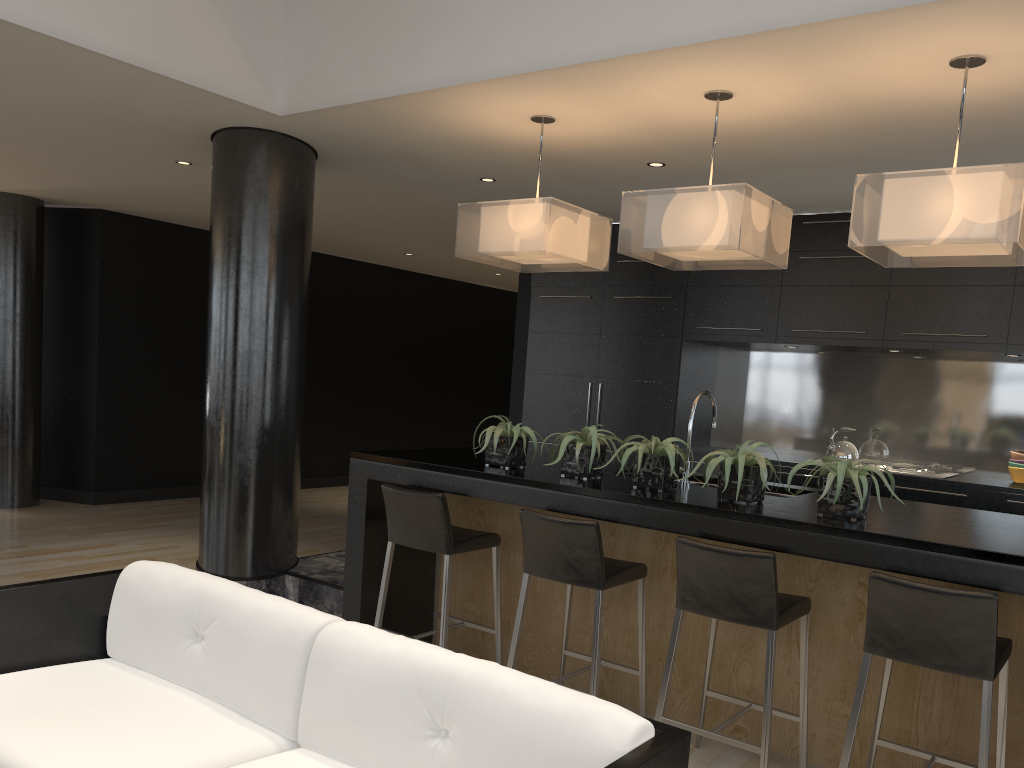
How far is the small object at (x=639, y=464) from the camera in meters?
3.5

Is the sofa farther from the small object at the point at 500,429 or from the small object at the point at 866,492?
the small object at the point at 500,429

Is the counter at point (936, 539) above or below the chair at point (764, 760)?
above

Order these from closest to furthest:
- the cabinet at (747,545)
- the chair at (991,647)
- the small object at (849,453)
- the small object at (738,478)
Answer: the chair at (991,647), the cabinet at (747,545), the small object at (738,478), the small object at (849,453)

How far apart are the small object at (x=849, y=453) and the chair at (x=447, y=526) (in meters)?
3.04

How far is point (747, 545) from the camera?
3.11m

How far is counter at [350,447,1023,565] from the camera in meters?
2.8 m

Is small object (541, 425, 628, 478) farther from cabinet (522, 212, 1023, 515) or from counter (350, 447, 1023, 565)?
cabinet (522, 212, 1023, 515)

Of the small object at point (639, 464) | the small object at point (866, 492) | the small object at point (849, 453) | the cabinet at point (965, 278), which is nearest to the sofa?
the small object at point (866, 492)

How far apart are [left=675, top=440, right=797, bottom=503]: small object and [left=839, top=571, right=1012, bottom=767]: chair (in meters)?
0.59
